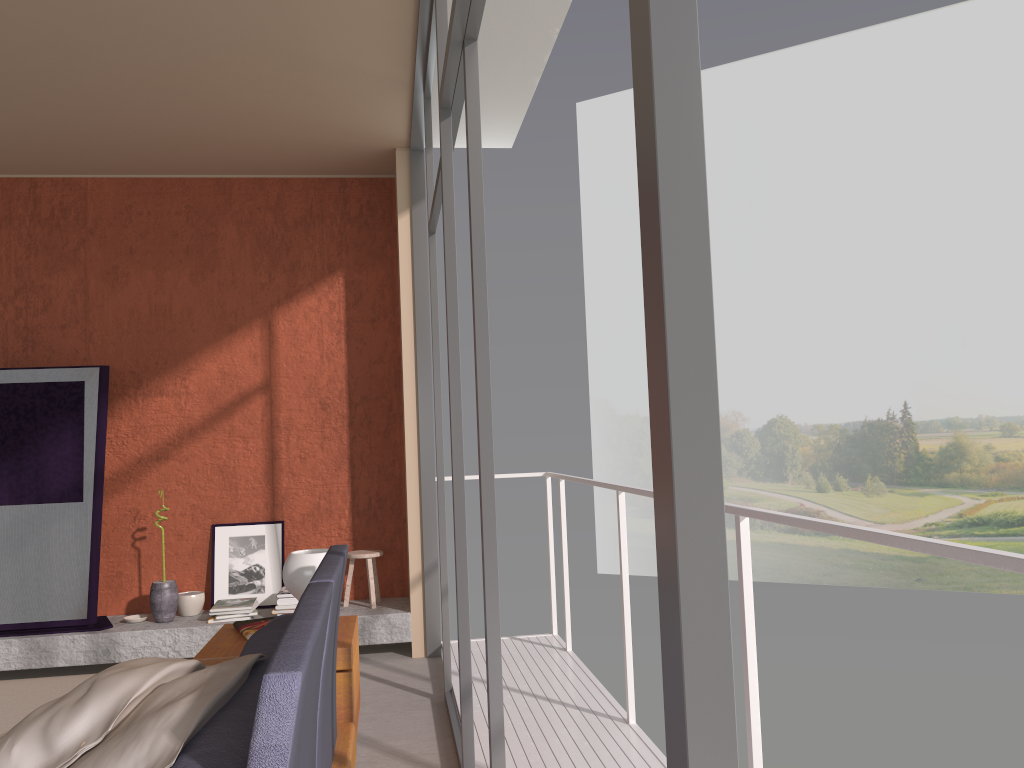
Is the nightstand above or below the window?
below

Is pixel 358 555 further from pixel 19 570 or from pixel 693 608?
pixel 693 608

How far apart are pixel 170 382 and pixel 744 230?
18.0m

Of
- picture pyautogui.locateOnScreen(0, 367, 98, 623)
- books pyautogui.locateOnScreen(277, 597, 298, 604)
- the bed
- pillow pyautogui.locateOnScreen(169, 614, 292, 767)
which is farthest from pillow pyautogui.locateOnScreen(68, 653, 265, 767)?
picture pyautogui.locateOnScreen(0, 367, 98, 623)

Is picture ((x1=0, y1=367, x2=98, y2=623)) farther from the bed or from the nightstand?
the bed

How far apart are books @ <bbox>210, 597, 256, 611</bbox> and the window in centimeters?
154cm

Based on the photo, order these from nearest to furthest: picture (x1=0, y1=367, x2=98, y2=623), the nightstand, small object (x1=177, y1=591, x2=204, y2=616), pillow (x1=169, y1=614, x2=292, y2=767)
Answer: pillow (x1=169, y1=614, x2=292, y2=767)
the nightstand
picture (x1=0, y1=367, x2=98, y2=623)
small object (x1=177, y1=591, x2=204, y2=616)

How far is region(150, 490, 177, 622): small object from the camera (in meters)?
5.36

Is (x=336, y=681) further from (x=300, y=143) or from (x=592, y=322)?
(x=592, y=322)

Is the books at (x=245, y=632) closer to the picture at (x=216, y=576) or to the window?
the window
